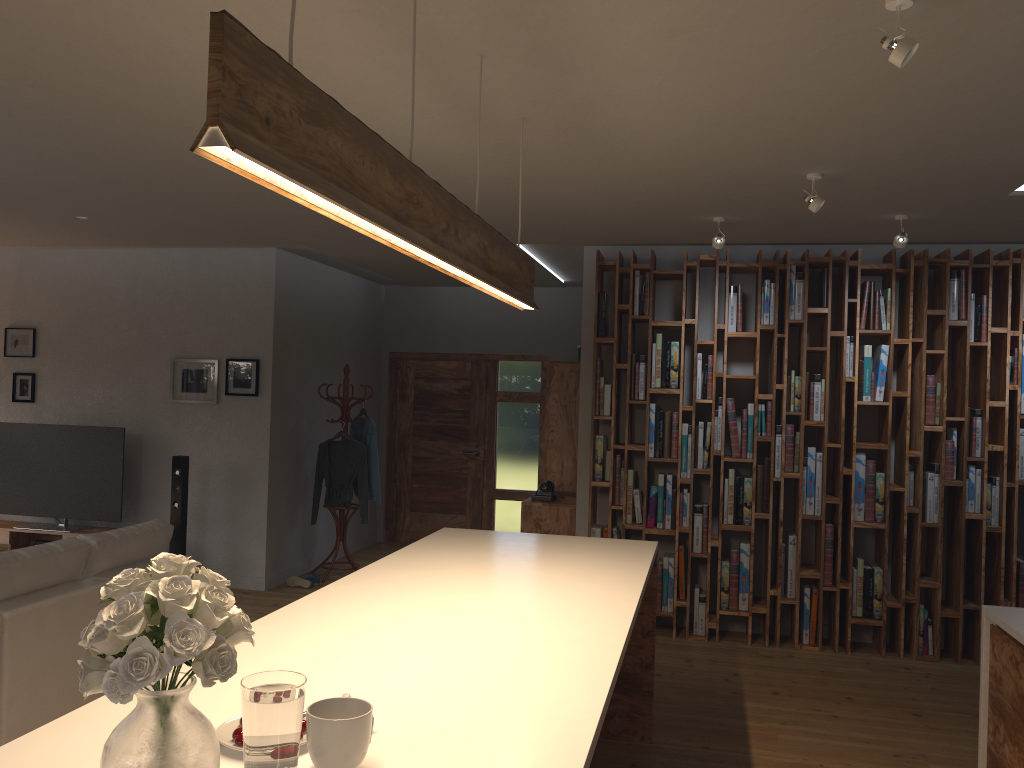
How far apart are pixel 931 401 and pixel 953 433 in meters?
0.3

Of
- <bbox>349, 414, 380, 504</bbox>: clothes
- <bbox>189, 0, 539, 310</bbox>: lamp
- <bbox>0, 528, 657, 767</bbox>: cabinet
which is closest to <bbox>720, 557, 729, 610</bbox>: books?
<bbox>0, 528, 657, 767</bbox>: cabinet

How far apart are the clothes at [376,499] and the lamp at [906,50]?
6.00m

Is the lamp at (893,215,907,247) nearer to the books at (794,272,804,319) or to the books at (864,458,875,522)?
the books at (794,272,804,319)

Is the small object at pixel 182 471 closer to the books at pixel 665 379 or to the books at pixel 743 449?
the books at pixel 665 379

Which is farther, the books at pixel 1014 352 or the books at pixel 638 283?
the books at pixel 638 283

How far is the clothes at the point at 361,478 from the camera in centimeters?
769cm

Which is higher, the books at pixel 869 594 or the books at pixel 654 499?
the books at pixel 654 499

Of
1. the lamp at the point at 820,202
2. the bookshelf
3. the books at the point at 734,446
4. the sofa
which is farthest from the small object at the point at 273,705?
the books at the point at 734,446

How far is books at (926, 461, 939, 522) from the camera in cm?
584
